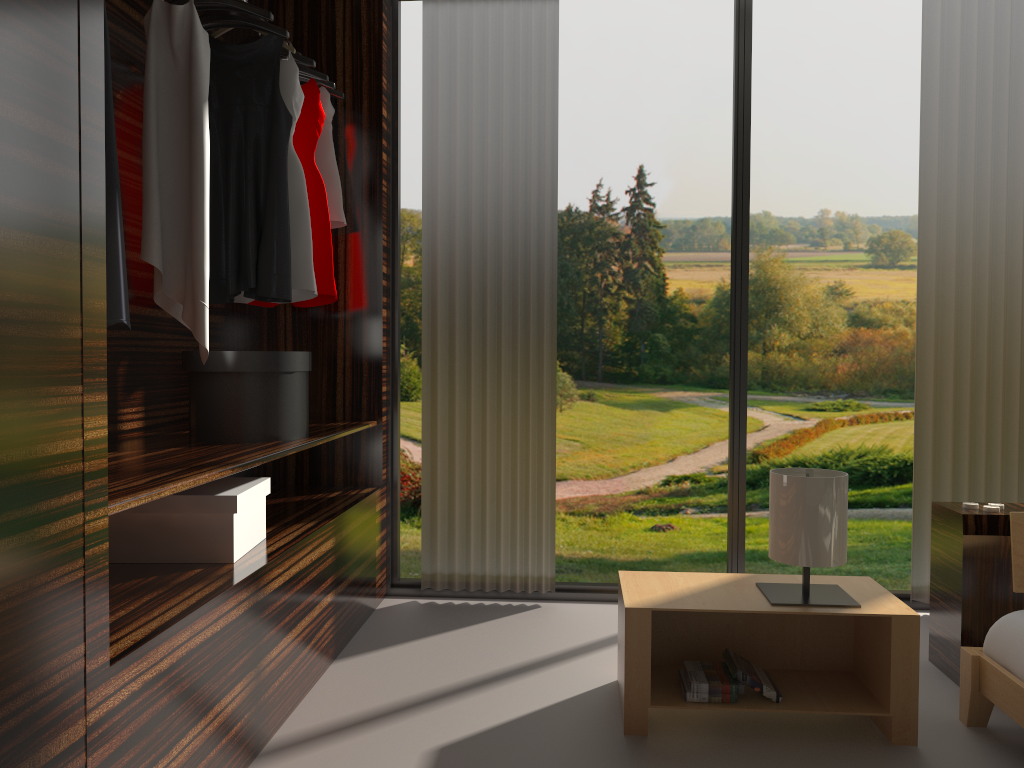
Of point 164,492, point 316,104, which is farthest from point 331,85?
point 164,492

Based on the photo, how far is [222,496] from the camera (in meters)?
2.13

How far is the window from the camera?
3.4 meters

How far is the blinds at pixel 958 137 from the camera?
3.2m

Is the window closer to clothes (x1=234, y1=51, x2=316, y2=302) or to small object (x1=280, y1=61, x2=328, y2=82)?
small object (x1=280, y1=61, x2=328, y2=82)

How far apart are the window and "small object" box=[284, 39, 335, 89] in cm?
33

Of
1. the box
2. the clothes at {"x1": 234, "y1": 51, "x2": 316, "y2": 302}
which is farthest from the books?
the clothes at {"x1": 234, "y1": 51, "x2": 316, "y2": 302}

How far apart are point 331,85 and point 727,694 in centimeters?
238cm

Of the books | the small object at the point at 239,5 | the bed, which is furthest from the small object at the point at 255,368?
the bed

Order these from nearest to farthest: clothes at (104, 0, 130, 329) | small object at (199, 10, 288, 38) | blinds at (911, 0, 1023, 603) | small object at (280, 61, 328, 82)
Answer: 1. clothes at (104, 0, 130, 329)
2. small object at (199, 10, 288, 38)
3. small object at (280, 61, 328, 82)
4. blinds at (911, 0, 1023, 603)
